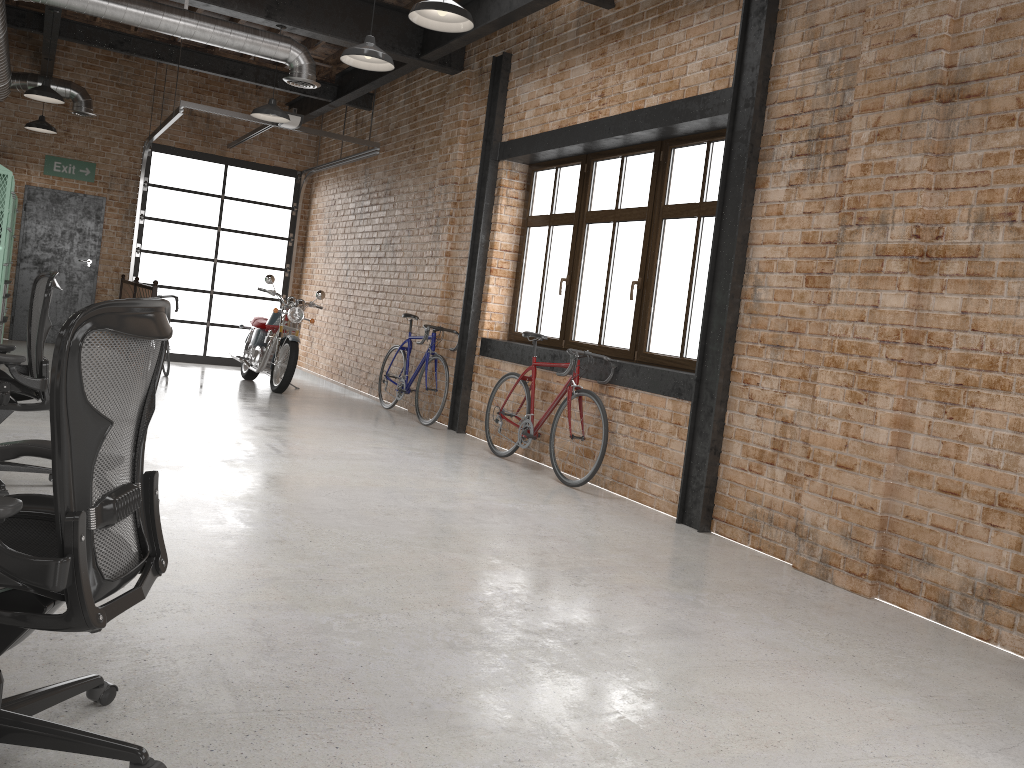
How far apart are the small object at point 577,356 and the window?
0.45m

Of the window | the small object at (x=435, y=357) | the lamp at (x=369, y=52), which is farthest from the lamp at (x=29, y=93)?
the window

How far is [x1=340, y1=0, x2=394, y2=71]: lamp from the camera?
5.7m

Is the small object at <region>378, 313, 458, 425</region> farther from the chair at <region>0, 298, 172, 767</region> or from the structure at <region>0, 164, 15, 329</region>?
the chair at <region>0, 298, 172, 767</region>

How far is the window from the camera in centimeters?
610cm

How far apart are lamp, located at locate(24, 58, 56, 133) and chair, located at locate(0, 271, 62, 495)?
7.25m

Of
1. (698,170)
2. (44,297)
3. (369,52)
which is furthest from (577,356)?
(44,297)

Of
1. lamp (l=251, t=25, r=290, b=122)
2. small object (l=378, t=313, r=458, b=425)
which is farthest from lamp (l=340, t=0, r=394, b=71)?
small object (l=378, t=313, r=458, b=425)

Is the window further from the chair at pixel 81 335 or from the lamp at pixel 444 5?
the chair at pixel 81 335

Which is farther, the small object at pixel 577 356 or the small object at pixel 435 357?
the small object at pixel 435 357
